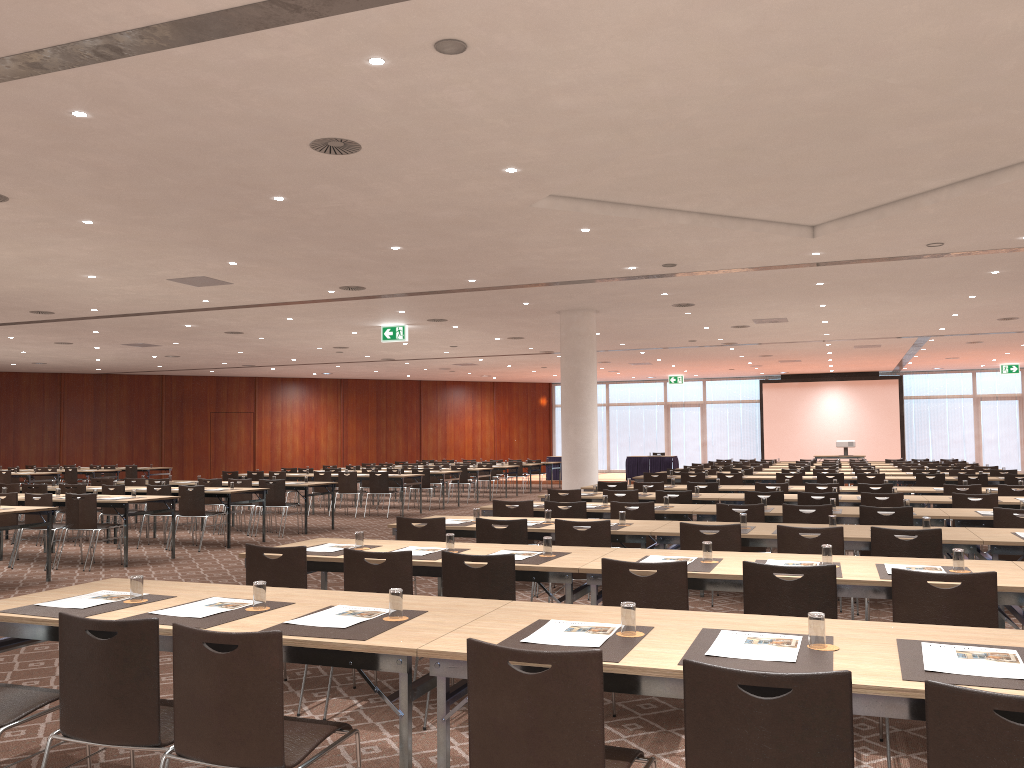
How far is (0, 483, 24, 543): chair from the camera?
14.01m

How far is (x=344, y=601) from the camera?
3.95m

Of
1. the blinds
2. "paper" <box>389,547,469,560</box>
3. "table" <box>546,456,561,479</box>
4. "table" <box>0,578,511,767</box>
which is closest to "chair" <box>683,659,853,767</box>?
"table" <box>0,578,511,767</box>

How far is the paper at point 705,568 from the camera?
4.8 meters

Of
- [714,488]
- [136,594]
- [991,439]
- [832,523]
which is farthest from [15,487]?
[991,439]

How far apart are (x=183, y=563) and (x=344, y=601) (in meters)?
8.33

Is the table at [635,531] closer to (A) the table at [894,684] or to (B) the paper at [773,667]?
(A) the table at [894,684]

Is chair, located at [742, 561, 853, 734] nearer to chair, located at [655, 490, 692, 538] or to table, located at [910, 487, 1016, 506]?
chair, located at [655, 490, 692, 538]

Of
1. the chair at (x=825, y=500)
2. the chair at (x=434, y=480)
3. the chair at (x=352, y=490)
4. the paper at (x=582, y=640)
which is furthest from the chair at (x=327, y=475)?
the paper at (x=582, y=640)

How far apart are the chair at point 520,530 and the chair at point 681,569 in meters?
2.3
